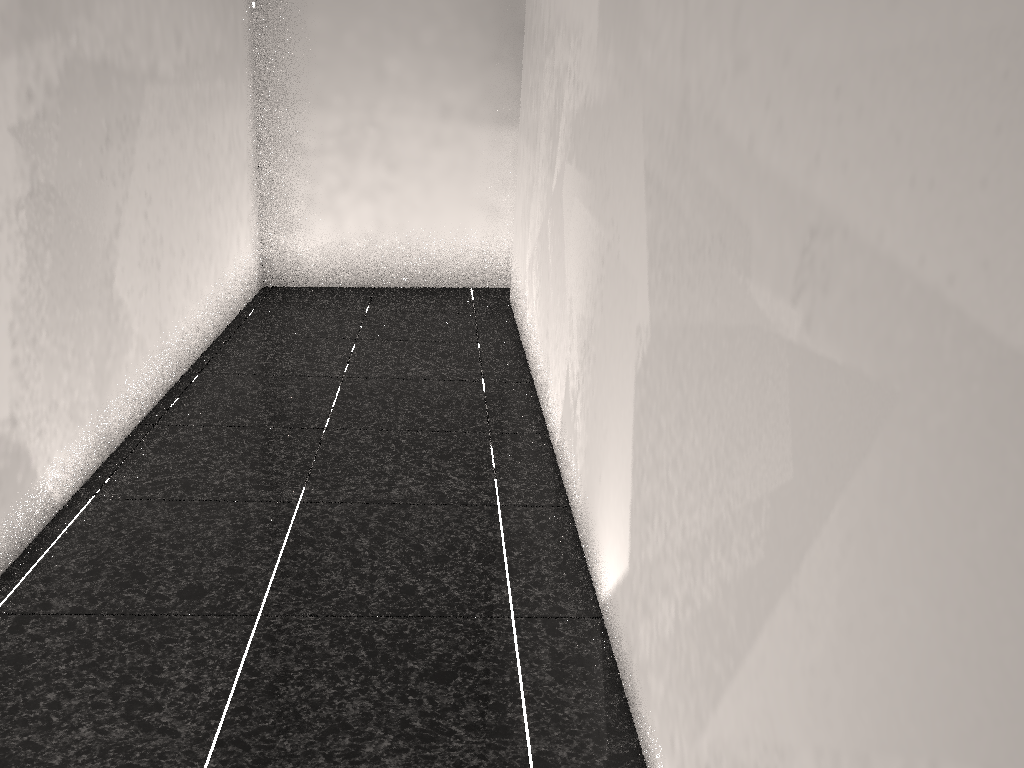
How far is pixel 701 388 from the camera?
1.4m

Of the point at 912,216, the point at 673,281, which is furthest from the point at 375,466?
the point at 912,216

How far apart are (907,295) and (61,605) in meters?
2.0 m
